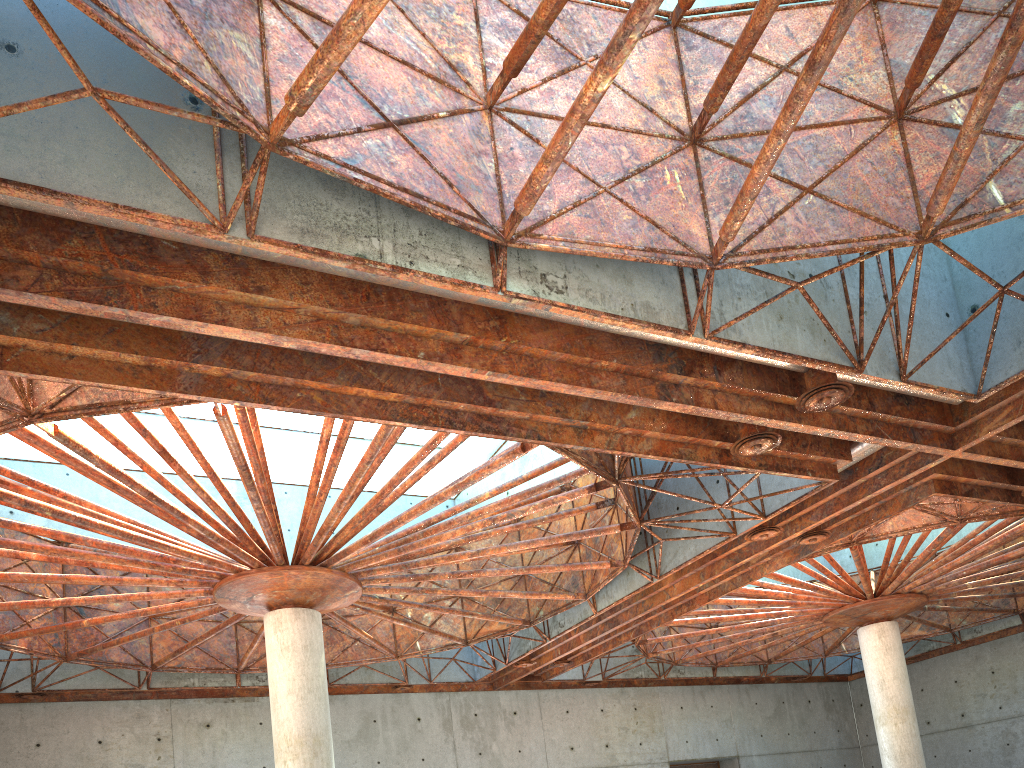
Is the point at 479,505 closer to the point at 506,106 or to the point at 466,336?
the point at 466,336

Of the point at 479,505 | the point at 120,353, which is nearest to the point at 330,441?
the point at 479,505

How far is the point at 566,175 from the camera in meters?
16.6
